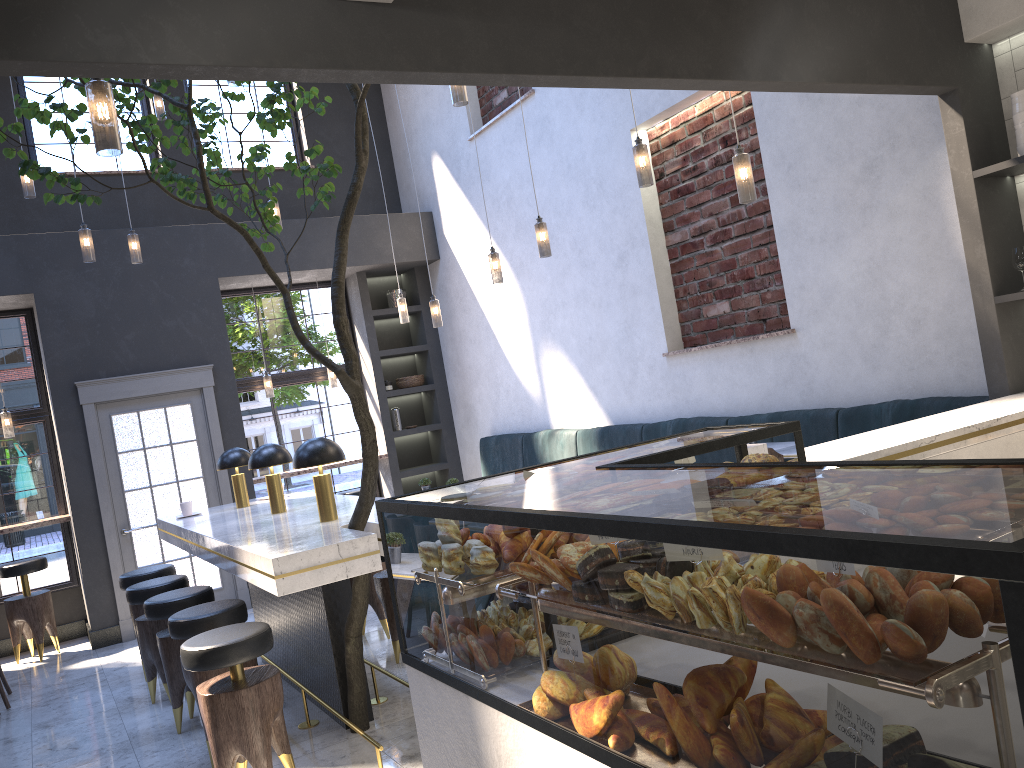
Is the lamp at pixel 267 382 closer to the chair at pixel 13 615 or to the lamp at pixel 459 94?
the chair at pixel 13 615

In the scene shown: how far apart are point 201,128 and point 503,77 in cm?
726

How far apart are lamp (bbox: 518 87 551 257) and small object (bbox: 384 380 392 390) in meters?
4.0 m

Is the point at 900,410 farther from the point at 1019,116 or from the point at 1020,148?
the point at 1019,116

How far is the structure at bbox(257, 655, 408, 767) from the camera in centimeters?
357cm

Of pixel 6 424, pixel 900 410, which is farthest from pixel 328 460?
pixel 6 424

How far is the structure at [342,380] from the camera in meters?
3.6 m

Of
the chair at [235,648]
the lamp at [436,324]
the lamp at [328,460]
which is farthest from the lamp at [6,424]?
the chair at [235,648]

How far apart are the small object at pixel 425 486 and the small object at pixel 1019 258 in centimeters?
505cm

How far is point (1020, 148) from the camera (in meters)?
3.70
